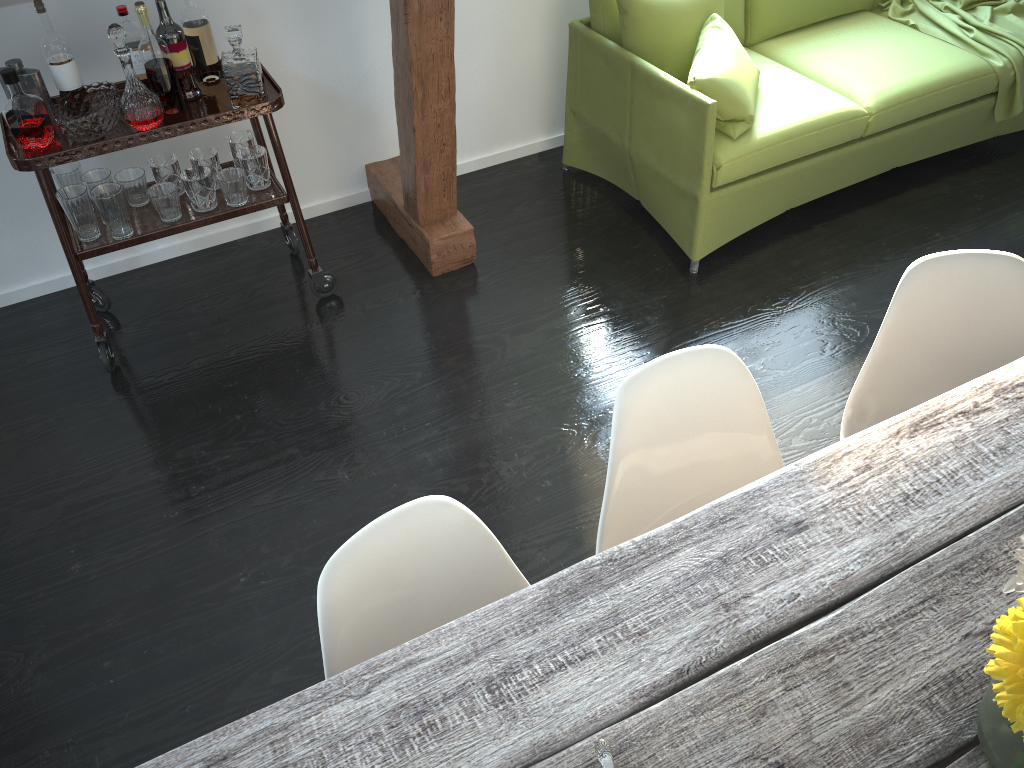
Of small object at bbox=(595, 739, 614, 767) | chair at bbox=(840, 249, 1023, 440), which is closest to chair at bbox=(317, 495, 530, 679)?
small object at bbox=(595, 739, 614, 767)

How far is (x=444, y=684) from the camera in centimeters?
113cm

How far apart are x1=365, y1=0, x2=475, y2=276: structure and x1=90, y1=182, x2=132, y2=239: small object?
0.89m

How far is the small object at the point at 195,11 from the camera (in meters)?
2.61

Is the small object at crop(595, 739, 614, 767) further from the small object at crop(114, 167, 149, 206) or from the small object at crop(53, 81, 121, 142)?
the small object at crop(114, 167, 149, 206)

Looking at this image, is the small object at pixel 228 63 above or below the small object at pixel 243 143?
above

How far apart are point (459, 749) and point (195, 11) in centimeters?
234cm

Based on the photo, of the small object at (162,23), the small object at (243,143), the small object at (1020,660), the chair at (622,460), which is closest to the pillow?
the small object at (243,143)

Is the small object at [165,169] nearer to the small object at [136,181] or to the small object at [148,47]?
the small object at [136,181]

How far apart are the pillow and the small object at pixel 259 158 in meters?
1.3 m
